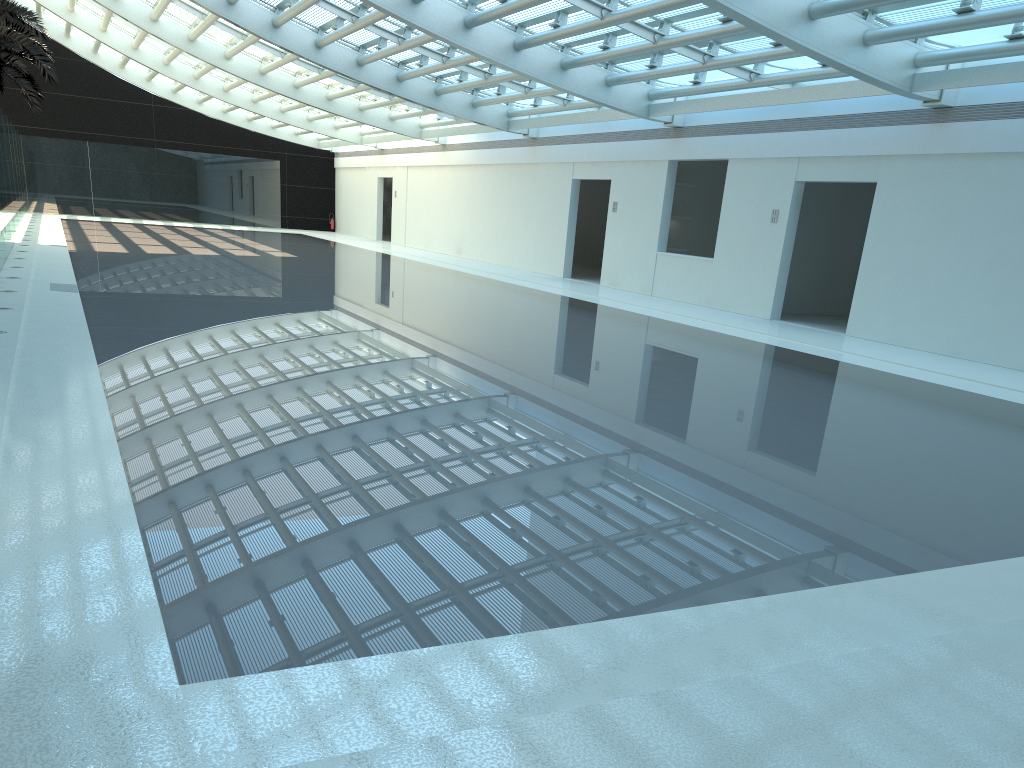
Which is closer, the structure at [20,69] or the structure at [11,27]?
the structure at [11,27]

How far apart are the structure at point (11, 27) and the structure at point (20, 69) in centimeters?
528cm

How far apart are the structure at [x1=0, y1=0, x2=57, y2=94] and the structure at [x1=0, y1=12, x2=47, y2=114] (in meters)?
5.28

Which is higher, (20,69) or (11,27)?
(11,27)

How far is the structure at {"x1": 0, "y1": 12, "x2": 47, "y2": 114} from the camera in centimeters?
2946cm

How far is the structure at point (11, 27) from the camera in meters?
22.8 m

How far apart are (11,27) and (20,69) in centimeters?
759cm

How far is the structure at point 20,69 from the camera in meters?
29.5

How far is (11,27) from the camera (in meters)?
22.84
